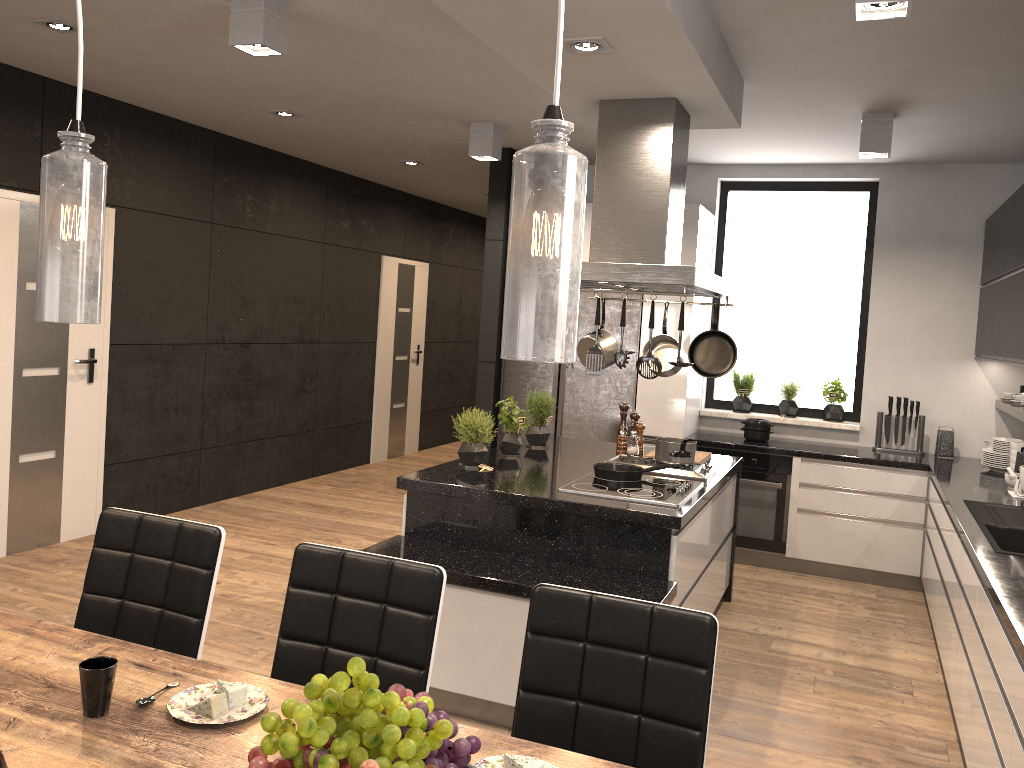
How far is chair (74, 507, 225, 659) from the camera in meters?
2.4 m

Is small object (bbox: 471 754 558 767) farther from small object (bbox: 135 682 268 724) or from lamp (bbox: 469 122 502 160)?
lamp (bbox: 469 122 502 160)

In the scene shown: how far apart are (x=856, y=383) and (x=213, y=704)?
5.5m

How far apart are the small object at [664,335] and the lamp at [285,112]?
2.8 meters

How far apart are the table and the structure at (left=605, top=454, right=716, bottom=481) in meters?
2.7

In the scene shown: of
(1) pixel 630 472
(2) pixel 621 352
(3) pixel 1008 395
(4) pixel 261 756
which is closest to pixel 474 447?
(1) pixel 630 472

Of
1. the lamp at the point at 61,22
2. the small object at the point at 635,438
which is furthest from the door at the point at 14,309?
the small object at the point at 635,438

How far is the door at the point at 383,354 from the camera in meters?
8.8 m

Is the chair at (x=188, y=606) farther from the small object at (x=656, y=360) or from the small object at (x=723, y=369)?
the small object at (x=723, y=369)

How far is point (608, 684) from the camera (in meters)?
1.97
